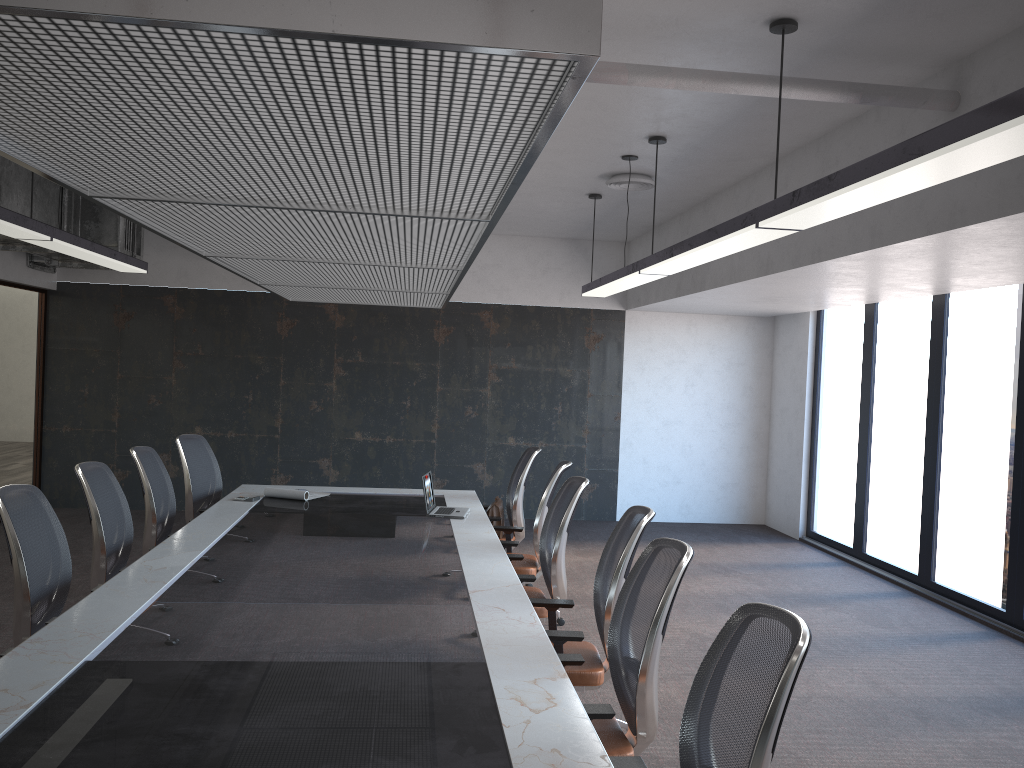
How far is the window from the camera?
6.7m

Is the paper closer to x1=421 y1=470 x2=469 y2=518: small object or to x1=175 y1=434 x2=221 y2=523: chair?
x1=175 y1=434 x2=221 y2=523: chair

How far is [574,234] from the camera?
10.2 meters

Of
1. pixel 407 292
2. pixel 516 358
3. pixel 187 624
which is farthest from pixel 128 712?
pixel 516 358

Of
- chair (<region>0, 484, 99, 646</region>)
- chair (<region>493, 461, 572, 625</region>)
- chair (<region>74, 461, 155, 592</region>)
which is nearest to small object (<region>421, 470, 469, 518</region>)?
chair (<region>493, 461, 572, 625</region>)

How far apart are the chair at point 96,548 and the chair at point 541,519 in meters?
2.3 m

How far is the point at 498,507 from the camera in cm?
687

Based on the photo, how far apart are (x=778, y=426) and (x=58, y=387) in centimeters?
831cm

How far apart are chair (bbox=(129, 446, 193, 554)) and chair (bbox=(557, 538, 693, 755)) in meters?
3.3

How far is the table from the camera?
2.41m
